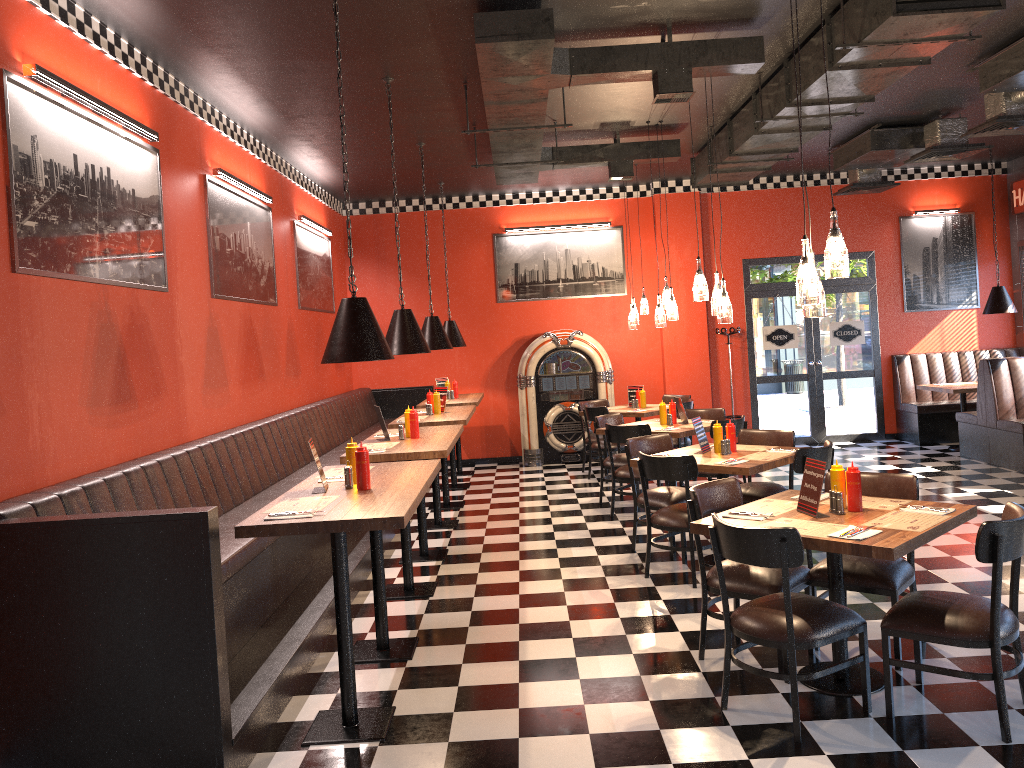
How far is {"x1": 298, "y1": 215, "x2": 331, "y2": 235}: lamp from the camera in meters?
9.5

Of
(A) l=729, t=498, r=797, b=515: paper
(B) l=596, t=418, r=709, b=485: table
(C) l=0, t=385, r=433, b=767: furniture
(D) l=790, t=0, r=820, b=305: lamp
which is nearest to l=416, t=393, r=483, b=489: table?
(C) l=0, t=385, r=433, b=767: furniture

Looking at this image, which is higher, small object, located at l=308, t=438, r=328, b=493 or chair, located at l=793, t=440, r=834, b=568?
small object, located at l=308, t=438, r=328, b=493

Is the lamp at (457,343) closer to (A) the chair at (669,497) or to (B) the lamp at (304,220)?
(B) the lamp at (304,220)

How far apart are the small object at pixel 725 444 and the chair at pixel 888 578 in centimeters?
151cm

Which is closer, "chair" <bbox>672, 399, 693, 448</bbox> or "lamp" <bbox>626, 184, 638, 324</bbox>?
"chair" <bbox>672, 399, 693, 448</bbox>

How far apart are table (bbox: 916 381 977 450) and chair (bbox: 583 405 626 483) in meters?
4.2

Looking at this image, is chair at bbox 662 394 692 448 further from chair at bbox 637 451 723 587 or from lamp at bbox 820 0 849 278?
lamp at bbox 820 0 849 278

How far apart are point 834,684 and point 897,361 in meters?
8.8

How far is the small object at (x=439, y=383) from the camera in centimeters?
1096cm
